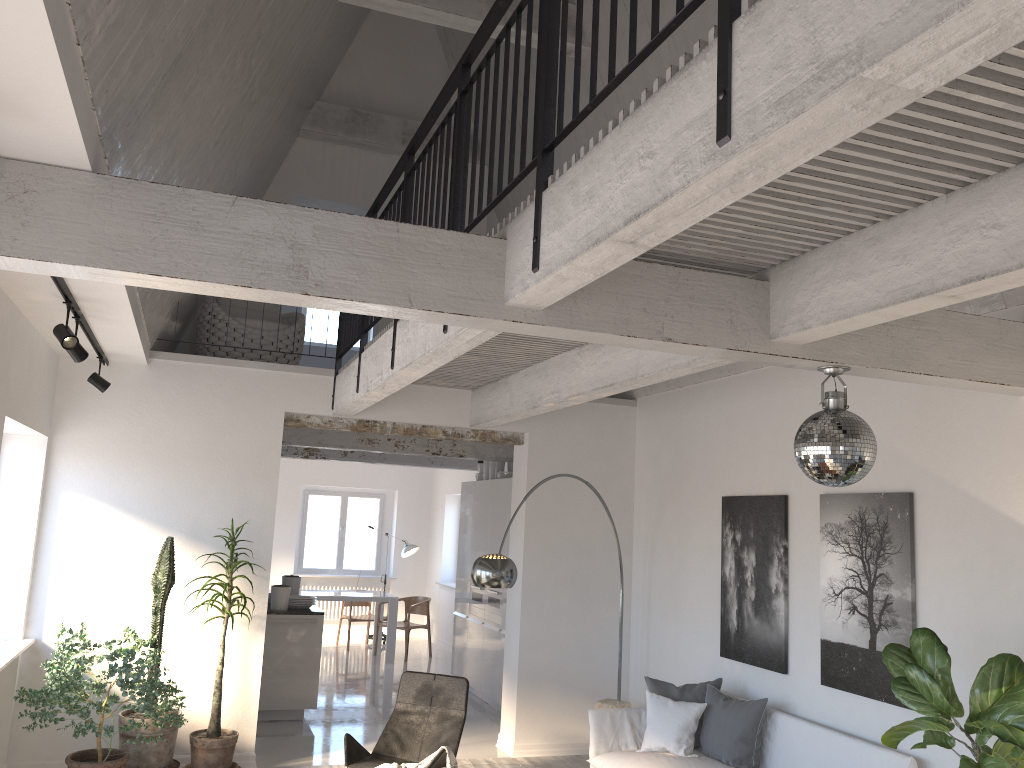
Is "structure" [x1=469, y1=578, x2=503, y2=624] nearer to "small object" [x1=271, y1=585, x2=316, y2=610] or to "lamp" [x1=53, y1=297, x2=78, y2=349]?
"small object" [x1=271, y1=585, x2=316, y2=610]

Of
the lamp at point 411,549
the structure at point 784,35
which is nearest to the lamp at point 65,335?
the structure at point 784,35

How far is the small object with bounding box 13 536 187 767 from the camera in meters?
5.4 m

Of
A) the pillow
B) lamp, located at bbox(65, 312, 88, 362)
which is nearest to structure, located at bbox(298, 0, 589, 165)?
lamp, located at bbox(65, 312, 88, 362)

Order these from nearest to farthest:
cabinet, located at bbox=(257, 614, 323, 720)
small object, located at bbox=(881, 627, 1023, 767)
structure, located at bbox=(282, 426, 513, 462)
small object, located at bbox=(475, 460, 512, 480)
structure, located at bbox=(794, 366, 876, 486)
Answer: small object, located at bbox=(881, 627, 1023, 767)
structure, located at bbox=(794, 366, 876, 486)
cabinet, located at bbox=(257, 614, 323, 720)
structure, located at bbox=(282, 426, 513, 462)
small object, located at bbox=(475, 460, 512, 480)

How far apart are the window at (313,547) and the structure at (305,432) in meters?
5.6

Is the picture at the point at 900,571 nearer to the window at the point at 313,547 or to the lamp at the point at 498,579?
the lamp at the point at 498,579

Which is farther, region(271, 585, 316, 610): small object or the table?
the table

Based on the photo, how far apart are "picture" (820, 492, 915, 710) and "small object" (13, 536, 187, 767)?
4.1m

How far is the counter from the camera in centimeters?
832cm
